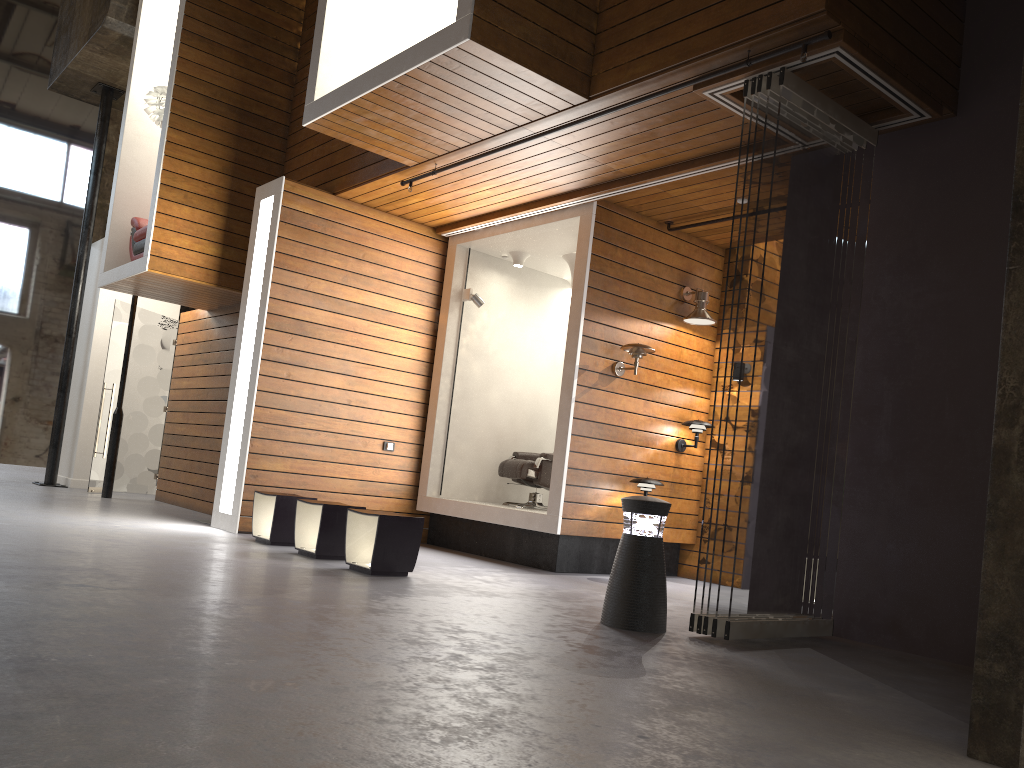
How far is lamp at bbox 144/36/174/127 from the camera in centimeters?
887cm

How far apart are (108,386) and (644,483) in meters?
6.8

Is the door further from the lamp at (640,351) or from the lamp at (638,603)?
the lamp at (638,603)

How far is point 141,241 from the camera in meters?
8.9

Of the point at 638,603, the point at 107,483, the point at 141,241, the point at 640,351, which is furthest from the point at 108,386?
the point at 638,603

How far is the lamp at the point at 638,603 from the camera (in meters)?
4.51

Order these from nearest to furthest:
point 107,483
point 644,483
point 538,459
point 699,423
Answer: point 644,483
point 699,423
point 538,459
point 107,483

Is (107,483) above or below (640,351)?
below

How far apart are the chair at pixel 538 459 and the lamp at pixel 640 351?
1.3m

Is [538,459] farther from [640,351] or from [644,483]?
[640,351]
